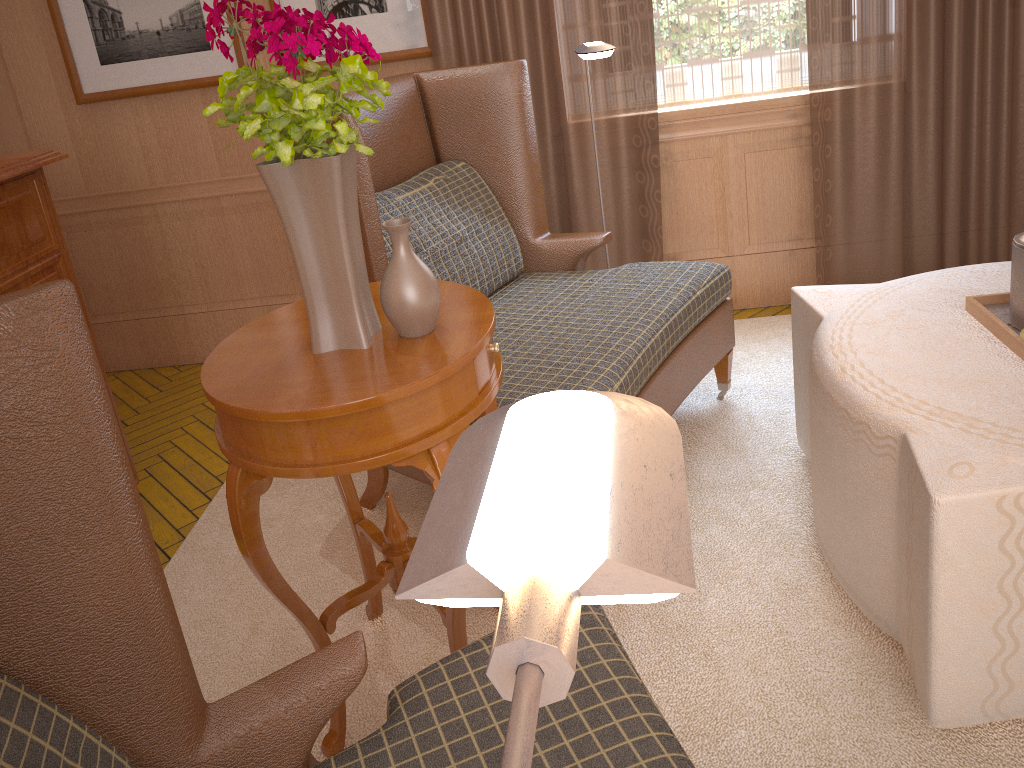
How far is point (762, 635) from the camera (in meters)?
3.32

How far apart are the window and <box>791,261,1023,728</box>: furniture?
2.1m

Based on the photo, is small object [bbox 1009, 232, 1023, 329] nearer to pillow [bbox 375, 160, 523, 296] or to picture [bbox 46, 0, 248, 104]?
pillow [bbox 375, 160, 523, 296]

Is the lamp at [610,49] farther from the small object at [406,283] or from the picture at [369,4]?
the small object at [406,283]

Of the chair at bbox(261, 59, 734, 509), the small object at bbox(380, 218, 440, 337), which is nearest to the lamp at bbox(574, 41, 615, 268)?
the chair at bbox(261, 59, 734, 509)

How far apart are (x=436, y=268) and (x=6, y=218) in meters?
1.9

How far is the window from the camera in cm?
538

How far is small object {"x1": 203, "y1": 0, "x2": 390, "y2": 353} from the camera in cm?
236

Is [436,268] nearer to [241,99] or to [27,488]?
[241,99]

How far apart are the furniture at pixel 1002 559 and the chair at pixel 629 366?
0.50m
